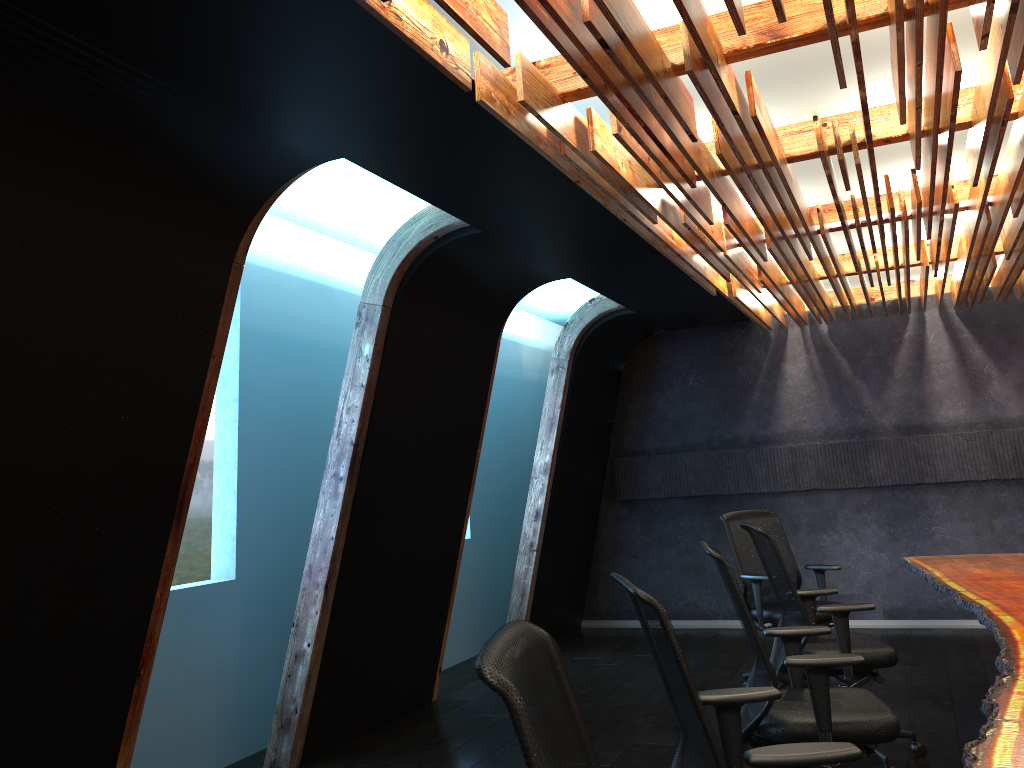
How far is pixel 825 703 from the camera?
3.5 meters

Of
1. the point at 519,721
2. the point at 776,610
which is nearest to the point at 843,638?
the point at 776,610

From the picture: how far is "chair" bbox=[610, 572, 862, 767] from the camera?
2.3 meters

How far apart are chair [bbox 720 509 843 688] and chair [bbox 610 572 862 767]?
3.3 meters

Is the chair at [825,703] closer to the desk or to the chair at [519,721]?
the desk

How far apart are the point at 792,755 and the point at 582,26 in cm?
223

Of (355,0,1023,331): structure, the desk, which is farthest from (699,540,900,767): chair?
(355,0,1023,331): structure

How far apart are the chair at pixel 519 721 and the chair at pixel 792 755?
0.5m

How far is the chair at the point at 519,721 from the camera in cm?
156

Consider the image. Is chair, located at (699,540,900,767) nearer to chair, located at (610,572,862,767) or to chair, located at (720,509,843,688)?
chair, located at (610,572,862,767)
